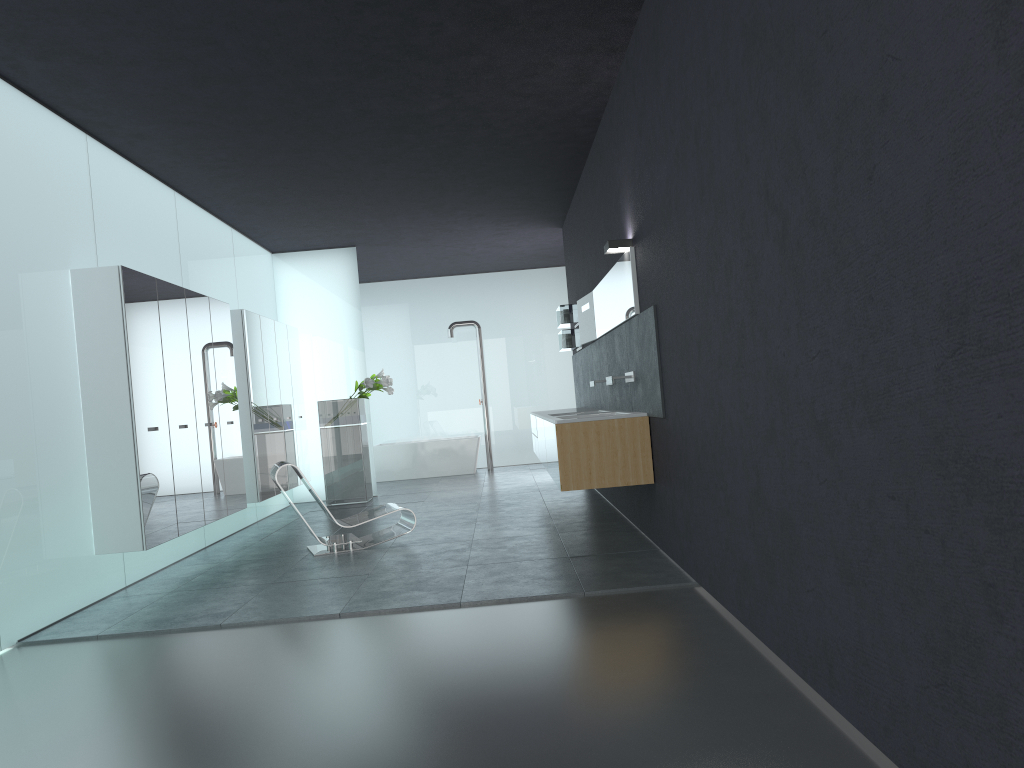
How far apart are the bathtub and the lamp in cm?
925

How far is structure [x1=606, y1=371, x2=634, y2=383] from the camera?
7.5m

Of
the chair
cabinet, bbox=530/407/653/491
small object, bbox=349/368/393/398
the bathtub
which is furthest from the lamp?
the bathtub

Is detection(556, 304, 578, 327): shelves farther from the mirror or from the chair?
the chair

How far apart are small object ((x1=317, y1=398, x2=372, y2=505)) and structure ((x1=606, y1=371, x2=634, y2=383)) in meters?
5.8

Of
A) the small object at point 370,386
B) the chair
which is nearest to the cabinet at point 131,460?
the chair

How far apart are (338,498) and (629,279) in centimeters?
682cm

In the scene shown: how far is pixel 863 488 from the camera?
2.9 meters

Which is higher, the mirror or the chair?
the mirror

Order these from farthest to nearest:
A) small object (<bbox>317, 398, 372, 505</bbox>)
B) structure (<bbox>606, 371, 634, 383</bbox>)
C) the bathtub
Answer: the bathtub < small object (<bbox>317, 398, 372, 505</bbox>) < structure (<bbox>606, 371, 634, 383</bbox>)
